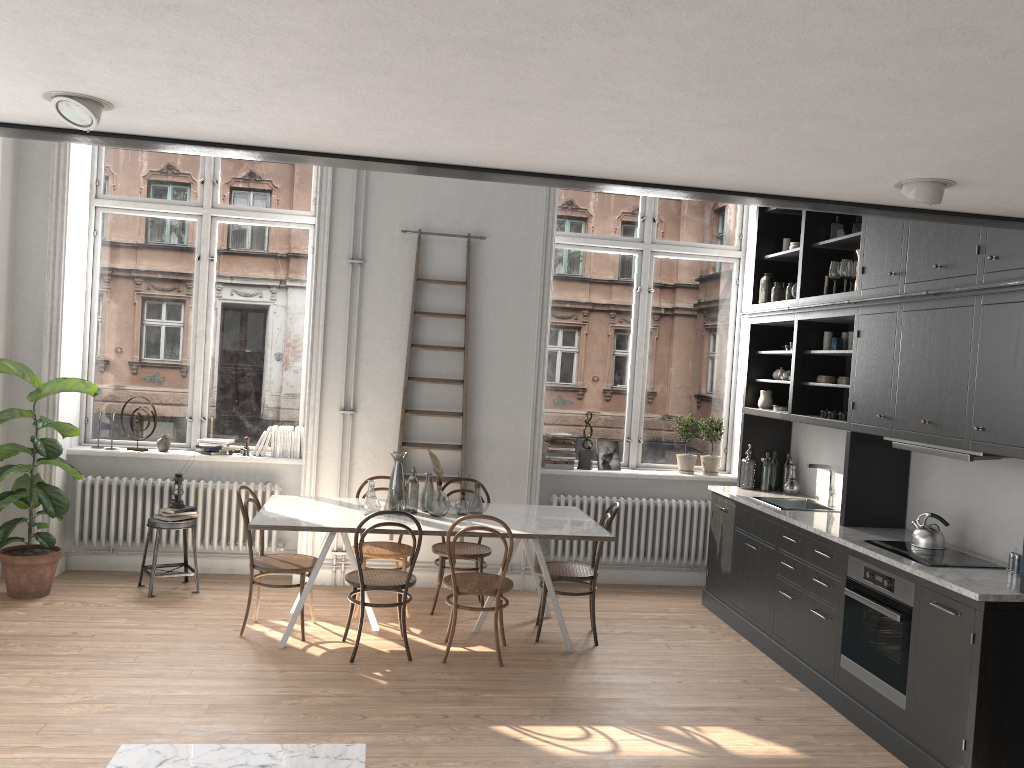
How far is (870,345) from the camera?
5.2 meters

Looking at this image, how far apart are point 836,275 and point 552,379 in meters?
2.6

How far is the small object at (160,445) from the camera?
6.9m

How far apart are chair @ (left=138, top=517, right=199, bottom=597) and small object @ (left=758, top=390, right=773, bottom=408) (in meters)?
4.33

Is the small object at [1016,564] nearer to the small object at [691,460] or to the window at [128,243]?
the small object at [691,460]

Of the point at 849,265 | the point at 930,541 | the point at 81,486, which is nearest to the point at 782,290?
the point at 849,265

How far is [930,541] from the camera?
4.74m

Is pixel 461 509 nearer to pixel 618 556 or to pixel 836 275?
pixel 618 556

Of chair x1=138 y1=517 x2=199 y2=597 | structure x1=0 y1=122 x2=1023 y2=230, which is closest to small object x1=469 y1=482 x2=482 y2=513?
chair x1=138 y1=517 x2=199 y2=597

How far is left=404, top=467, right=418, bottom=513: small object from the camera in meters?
5.8
